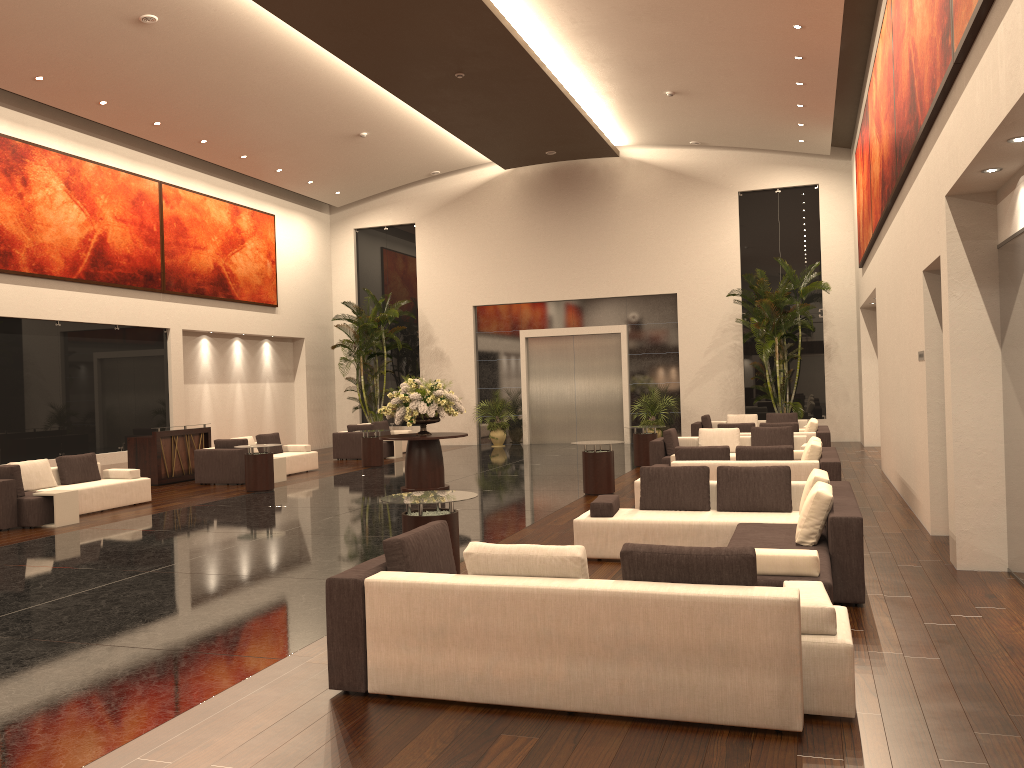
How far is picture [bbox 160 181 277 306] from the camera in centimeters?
2034cm

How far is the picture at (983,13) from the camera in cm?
573

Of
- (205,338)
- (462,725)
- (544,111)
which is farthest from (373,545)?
(205,338)

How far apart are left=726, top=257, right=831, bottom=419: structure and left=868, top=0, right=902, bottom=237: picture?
5.81m

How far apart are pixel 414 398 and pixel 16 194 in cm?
857

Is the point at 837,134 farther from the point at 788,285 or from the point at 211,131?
the point at 211,131

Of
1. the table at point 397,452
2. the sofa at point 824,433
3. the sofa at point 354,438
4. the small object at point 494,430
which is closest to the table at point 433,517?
the sofa at point 824,433

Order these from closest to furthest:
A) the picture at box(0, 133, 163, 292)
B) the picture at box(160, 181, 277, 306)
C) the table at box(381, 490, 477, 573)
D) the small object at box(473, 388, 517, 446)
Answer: the table at box(381, 490, 477, 573)
the picture at box(0, 133, 163, 292)
the picture at box(160, 181, 277, 306)
the small object at box(473, 388, 517, 446)

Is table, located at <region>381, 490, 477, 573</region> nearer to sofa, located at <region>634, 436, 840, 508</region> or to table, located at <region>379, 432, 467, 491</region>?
sofa, located at <region>634, 436, 840, 508</region>

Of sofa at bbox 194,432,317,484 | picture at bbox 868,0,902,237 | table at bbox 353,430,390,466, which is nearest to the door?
table at bbox 353,430,390,466
